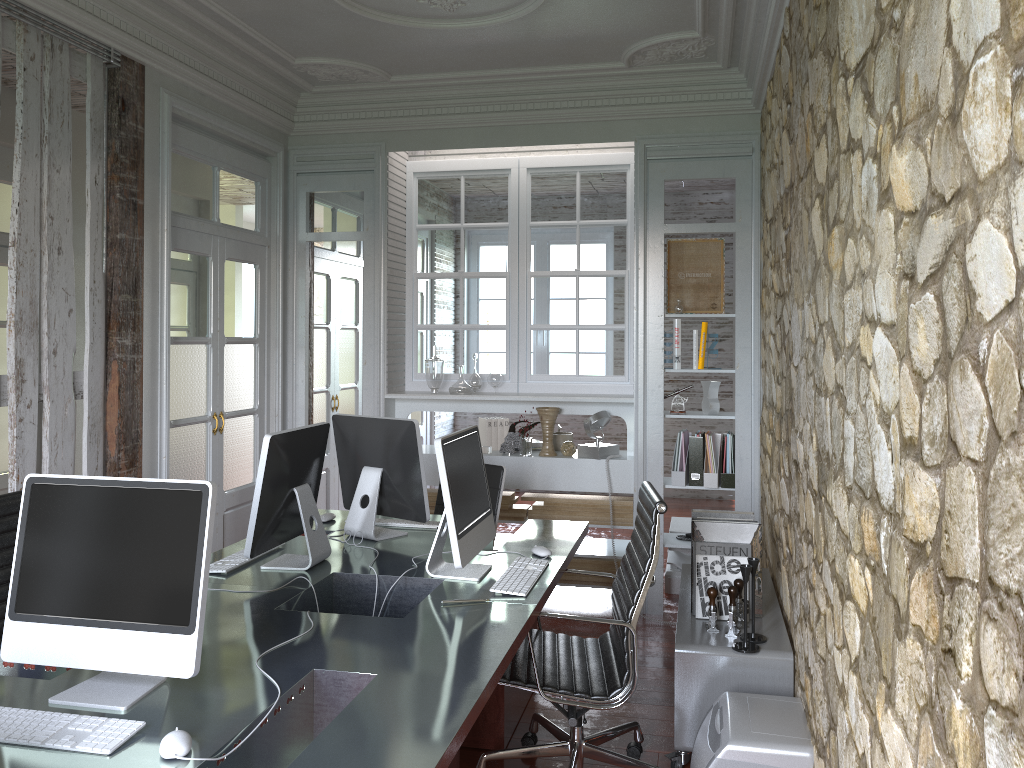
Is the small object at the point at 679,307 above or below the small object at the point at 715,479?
above

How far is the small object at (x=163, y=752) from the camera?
1.7 meters

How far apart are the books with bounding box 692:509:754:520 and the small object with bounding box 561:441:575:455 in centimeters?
147cm

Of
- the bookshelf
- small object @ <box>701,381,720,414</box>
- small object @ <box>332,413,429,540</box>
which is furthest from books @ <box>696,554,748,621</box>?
small object @ <box>701,381,720,414</box>

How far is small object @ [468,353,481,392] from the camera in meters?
5.4

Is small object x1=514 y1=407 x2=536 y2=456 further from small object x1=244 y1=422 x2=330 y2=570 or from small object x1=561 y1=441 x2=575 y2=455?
small object x1=244 y1=422 x2=330 y2=570

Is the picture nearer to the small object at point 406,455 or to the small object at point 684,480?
the small object at point 684,480

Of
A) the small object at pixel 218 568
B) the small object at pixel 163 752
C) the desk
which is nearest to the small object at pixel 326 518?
the desk

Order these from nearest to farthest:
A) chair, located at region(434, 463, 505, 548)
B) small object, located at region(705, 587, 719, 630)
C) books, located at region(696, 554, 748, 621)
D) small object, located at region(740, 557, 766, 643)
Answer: small object, located at region(740, 557, 766, 643)
small object, located at region(705, 587, 719, 630)
books, located at region(696, 554, 748, 621)
chair, located at region(434, 463, 505, 548)

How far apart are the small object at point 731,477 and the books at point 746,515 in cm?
123
